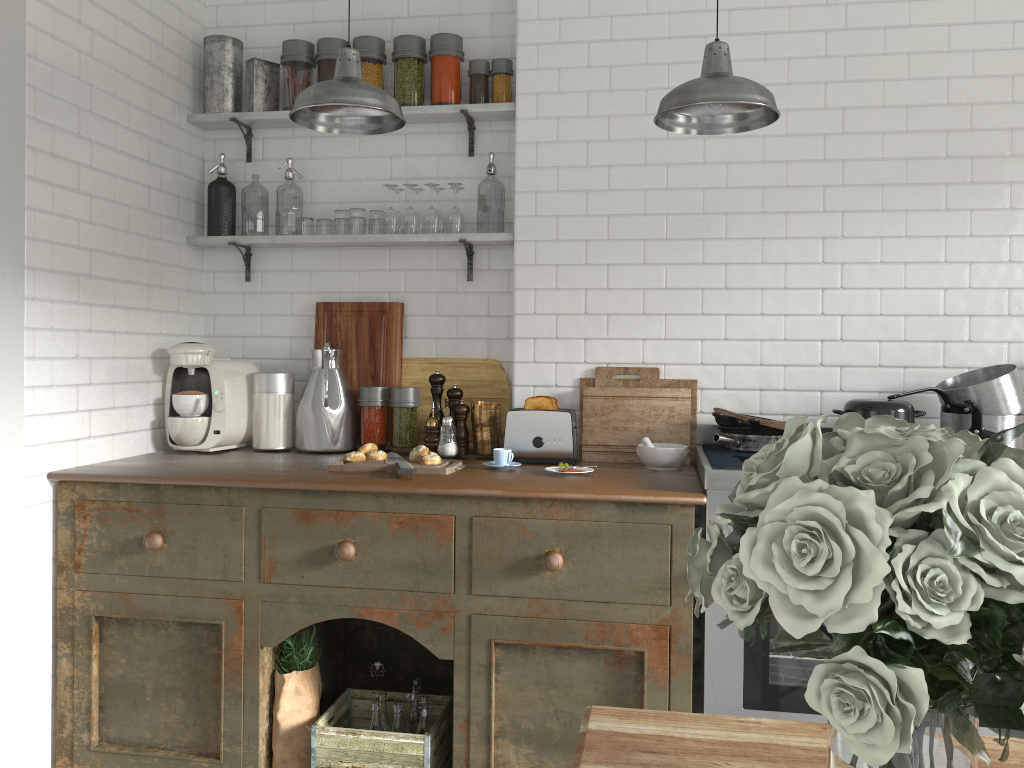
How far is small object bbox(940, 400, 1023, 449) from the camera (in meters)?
3.34

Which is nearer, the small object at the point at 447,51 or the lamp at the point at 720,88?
the lamp at the point at 720,88

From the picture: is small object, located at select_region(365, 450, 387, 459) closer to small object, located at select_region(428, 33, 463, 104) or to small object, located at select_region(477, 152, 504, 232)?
small object, located at select_region(477, 152, 504, 232)

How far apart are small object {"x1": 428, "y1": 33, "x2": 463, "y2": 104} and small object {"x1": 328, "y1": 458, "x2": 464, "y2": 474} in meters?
1.7 m

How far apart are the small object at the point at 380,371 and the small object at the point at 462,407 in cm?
43

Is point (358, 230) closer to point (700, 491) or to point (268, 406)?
point (268, 406)

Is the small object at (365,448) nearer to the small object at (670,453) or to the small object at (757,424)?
the small object at (670,453)

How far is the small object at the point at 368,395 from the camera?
4.10m

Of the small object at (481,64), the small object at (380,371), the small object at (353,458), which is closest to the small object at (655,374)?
the small object at (380,371)

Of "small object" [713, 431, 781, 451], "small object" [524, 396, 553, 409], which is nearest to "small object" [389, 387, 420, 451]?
"small object" [524, 396, 553, 409]
